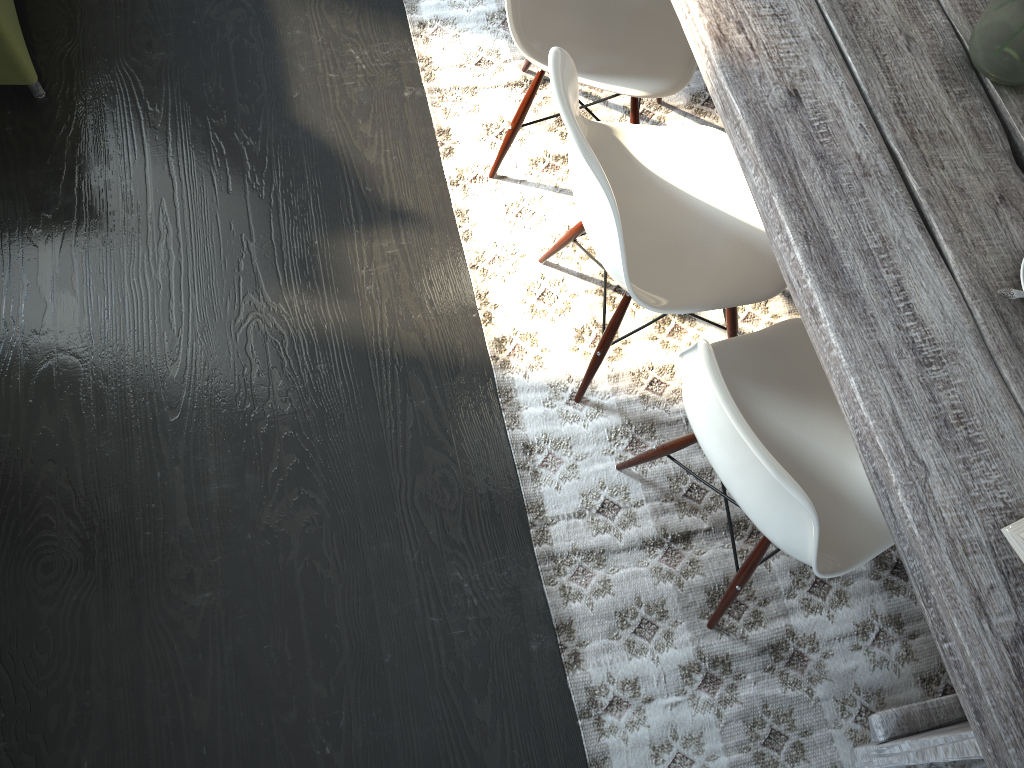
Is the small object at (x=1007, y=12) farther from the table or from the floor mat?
the floor mat

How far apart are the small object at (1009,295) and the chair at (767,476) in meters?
0.4 m

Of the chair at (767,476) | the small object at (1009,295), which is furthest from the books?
the small object at (1009,295)

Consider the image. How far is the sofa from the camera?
2.2 meters

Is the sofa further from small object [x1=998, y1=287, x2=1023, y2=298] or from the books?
the books

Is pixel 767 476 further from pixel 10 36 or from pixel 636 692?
pixel 10 36

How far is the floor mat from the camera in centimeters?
178cm

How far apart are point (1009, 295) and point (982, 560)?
0.4 meters

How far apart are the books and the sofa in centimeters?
235cm

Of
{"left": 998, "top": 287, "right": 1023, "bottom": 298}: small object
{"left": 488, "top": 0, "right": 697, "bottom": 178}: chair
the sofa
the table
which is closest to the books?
the table
